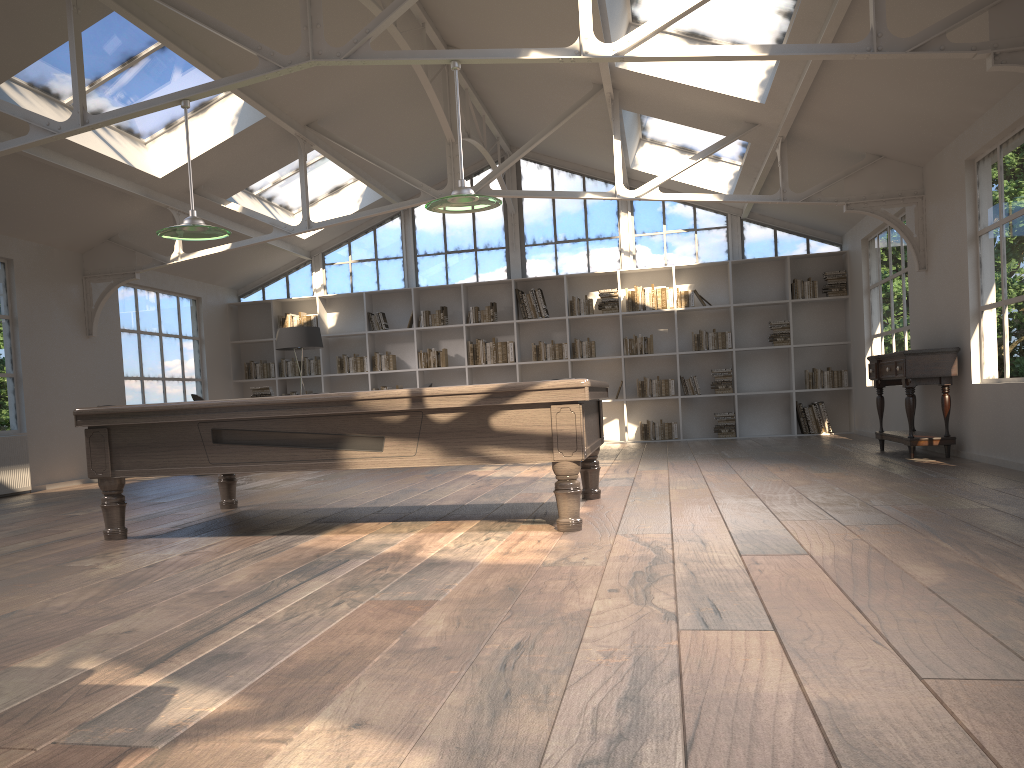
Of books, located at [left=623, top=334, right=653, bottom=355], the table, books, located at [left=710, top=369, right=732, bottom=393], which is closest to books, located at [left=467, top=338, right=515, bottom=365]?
books, located at [left=623, top=334, right=653, bottom=355]

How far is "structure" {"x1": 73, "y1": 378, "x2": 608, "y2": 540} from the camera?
4.39m

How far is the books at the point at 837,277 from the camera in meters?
11.6 m

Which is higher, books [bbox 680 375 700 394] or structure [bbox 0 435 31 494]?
books [bbox 680 375 700 394]

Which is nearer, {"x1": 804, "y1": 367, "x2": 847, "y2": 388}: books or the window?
{"x1": 804, "y1": 367, "x2": 847, "y2": 388}: books

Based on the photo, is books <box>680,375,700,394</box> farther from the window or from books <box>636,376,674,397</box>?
the window

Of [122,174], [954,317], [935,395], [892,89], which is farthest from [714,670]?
[122,174]

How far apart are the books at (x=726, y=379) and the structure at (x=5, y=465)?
8.2 meters

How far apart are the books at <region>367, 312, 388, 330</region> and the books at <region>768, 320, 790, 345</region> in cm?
536

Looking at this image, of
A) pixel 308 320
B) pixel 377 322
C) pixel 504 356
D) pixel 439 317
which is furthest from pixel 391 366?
pixel 504 356
